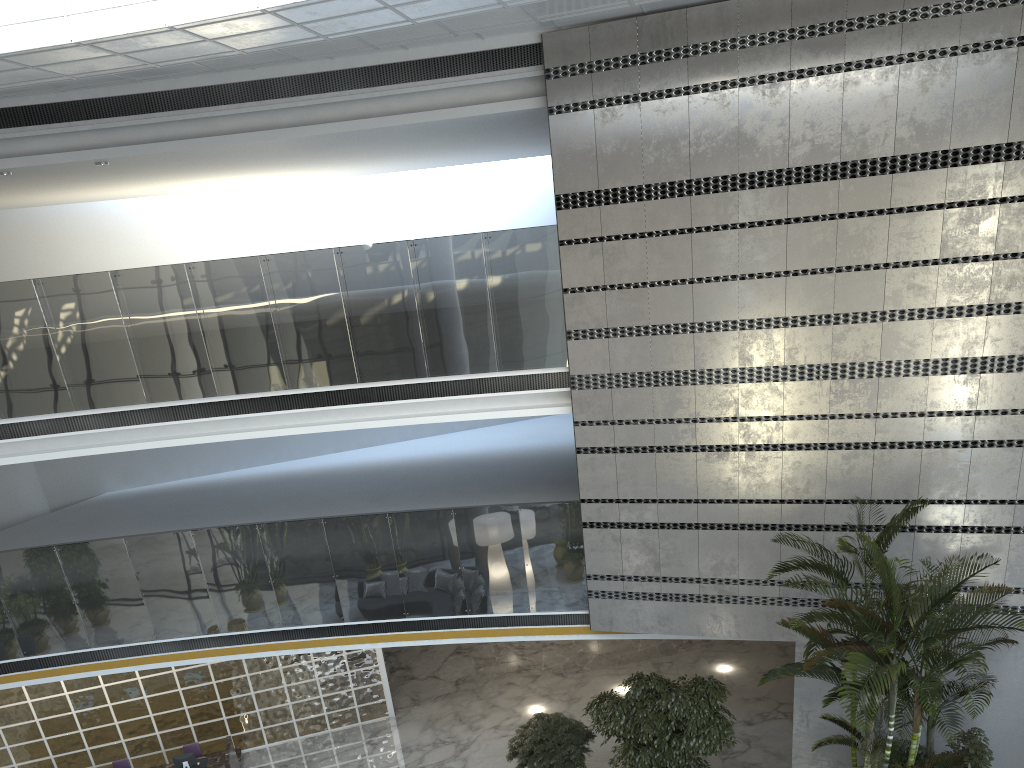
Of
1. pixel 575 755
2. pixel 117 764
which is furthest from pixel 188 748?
pixel 575 755

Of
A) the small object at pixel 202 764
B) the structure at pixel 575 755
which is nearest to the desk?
the small object at pixel 202 764

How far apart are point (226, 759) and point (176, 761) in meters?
0.6 m

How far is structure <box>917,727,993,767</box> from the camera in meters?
7.6

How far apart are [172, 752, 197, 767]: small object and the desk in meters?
0.2 m

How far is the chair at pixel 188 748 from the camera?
11.55m

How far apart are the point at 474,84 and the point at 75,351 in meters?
5.7

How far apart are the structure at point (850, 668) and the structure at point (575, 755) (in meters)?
3.29

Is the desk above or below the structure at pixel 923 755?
below

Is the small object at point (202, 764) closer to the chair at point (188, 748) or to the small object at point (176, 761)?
the small object at point (176, 761)
